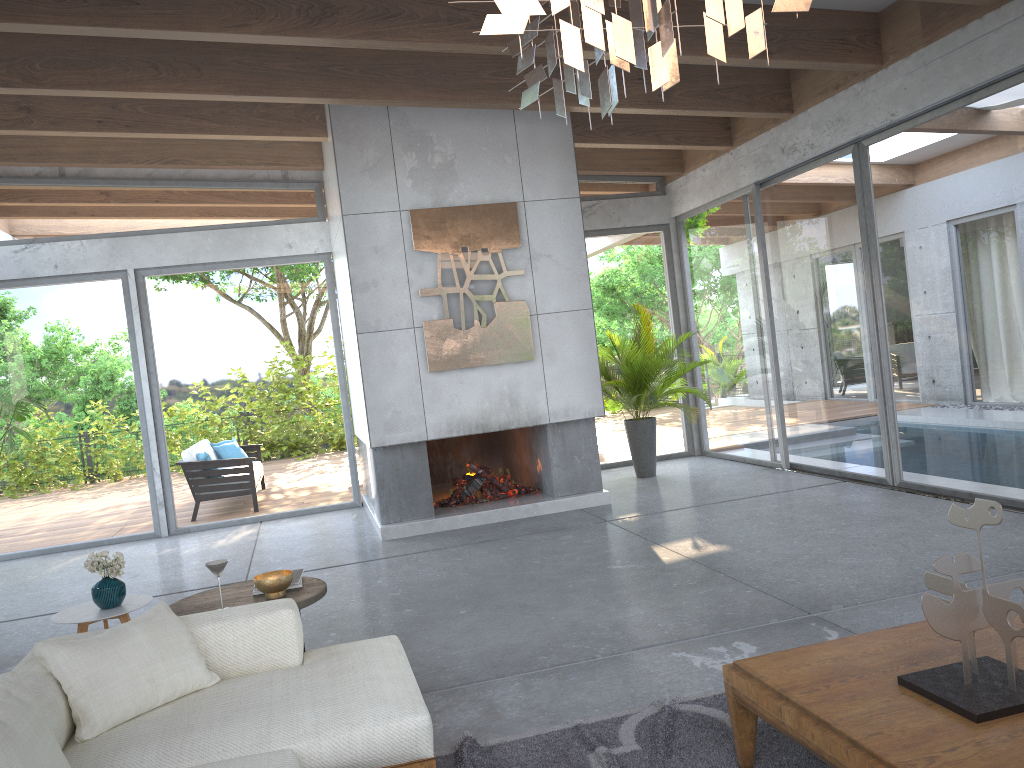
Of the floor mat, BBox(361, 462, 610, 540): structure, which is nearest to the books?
the floor mat

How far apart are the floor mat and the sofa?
0.2 meters

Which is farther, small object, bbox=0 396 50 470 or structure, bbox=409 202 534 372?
small object, bbox=0 396 50 470

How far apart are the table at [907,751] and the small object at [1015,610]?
0.0m

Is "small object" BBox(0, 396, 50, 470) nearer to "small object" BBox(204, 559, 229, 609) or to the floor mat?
"small object" BBox(204, 559, 229, 609)

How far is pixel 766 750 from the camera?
2.89m

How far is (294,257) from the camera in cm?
916

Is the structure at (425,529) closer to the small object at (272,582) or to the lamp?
the small object at (272,582)

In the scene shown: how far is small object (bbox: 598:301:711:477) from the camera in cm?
878

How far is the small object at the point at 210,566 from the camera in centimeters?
376cm
